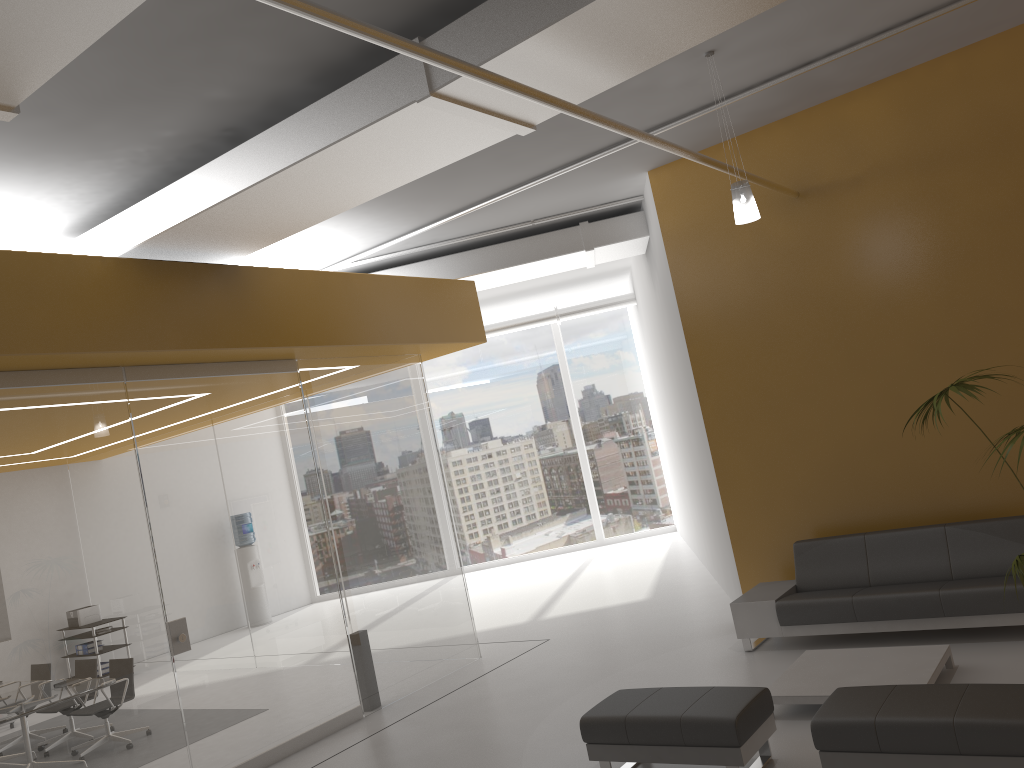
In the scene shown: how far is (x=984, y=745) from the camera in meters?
4.0 m

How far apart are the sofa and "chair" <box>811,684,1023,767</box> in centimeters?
214cm

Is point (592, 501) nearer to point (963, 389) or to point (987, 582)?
point (987, 582)

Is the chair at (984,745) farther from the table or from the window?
the window

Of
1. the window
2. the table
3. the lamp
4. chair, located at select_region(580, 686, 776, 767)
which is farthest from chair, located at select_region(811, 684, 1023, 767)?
the window

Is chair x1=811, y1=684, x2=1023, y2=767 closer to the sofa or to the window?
the sofa

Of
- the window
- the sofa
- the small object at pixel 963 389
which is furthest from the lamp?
the window

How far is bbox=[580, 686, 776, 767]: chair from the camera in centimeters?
478cm

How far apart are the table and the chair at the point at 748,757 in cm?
63

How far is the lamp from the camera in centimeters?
607cm
